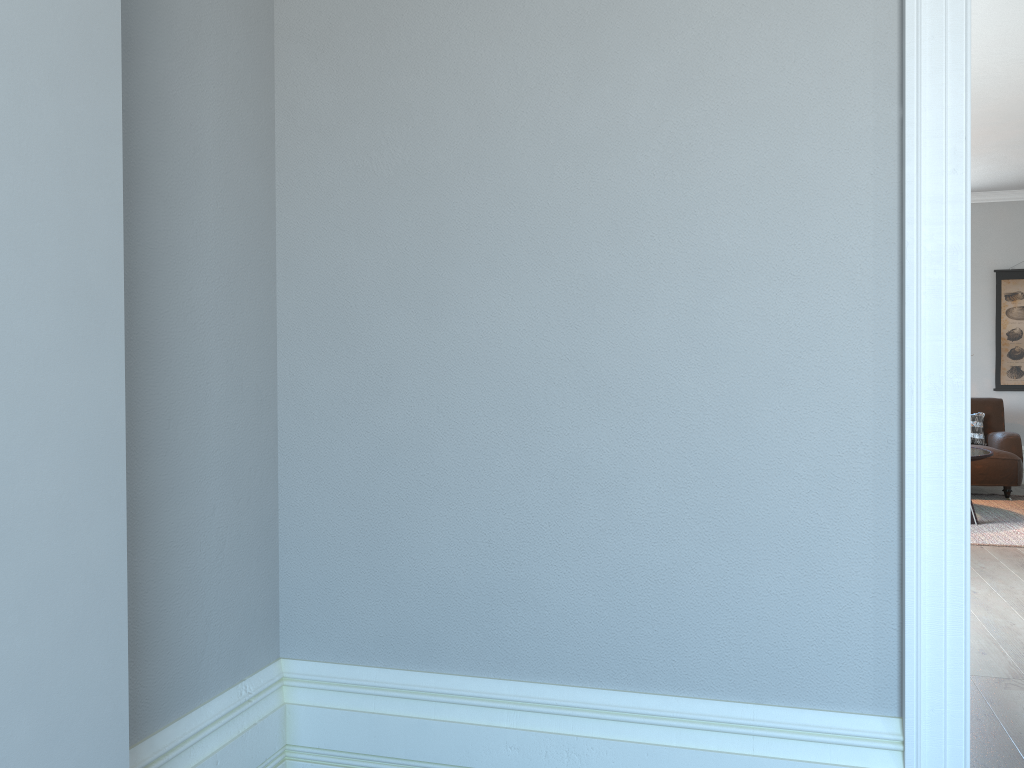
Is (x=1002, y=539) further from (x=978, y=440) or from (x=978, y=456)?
(x=978, y=440)

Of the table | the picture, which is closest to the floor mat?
the table

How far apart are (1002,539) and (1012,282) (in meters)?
3.61

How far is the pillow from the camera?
7.67m

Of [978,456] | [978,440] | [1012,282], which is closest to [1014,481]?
[978,440]

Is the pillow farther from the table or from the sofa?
the table

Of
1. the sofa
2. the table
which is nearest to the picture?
the sofa

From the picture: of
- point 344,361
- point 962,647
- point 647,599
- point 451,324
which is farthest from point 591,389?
point 962,647

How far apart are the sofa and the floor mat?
0.06m

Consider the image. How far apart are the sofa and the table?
0.8 meters
